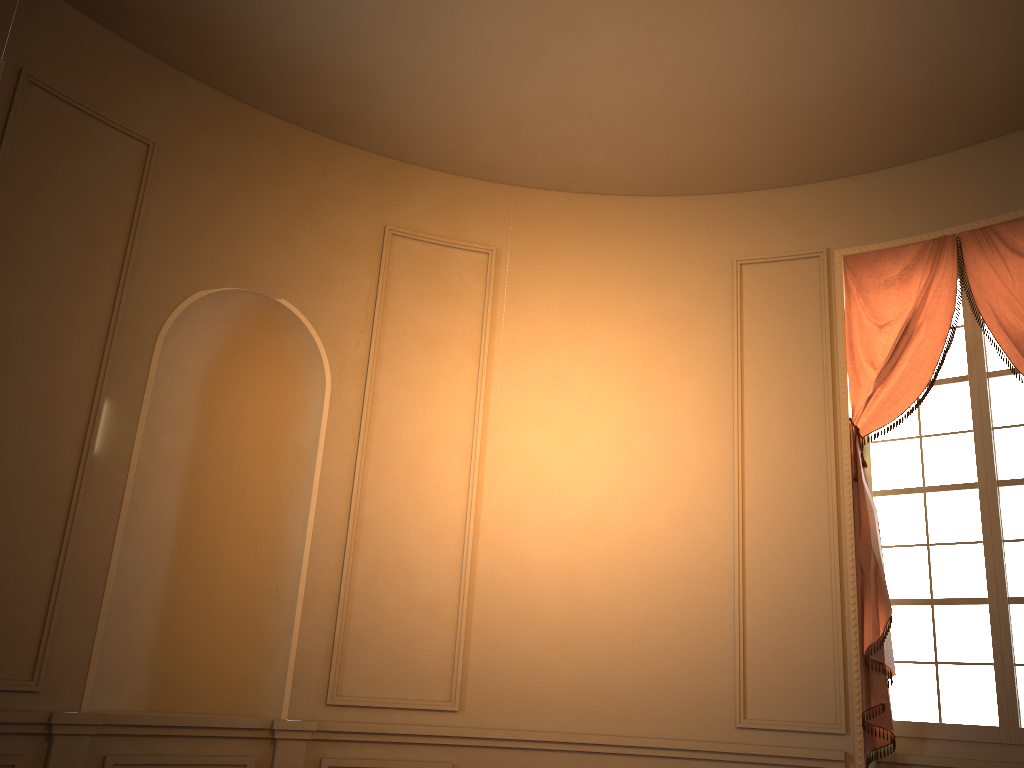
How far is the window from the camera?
4.5m

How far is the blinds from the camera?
4.6 meters

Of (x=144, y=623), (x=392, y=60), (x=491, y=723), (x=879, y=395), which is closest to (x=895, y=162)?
(x=879, y=395)

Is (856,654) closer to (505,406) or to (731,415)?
(731,415)

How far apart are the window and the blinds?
0.1 meters

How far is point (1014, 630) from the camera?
4.5m

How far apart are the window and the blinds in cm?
12

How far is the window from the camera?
4.5m
